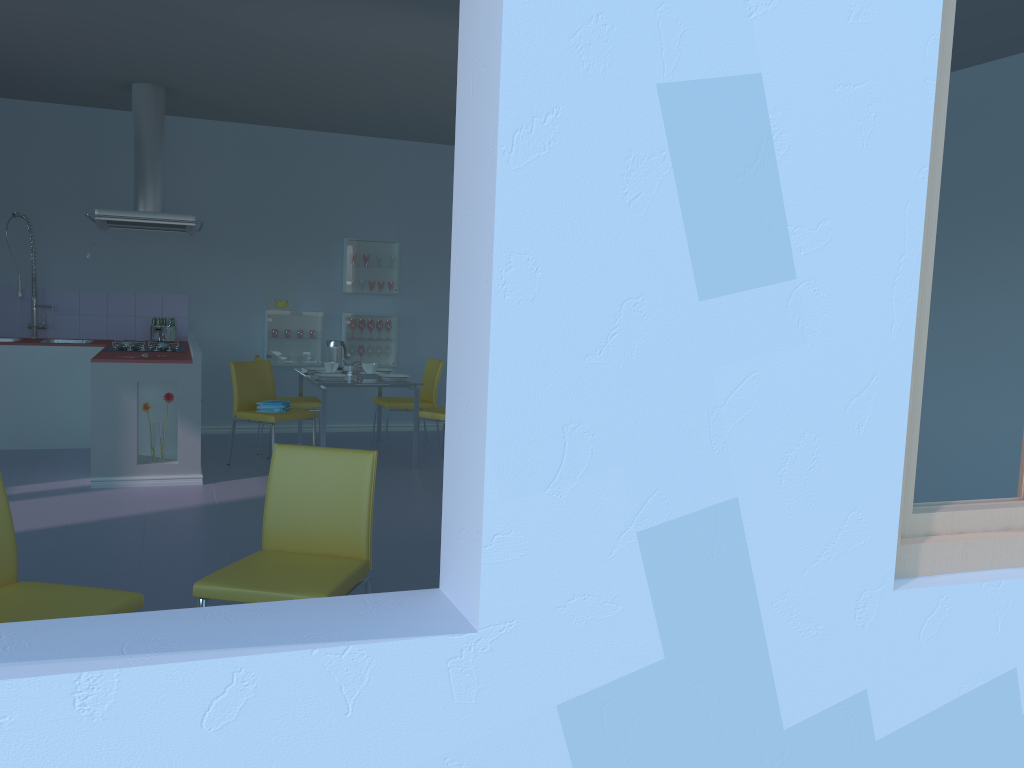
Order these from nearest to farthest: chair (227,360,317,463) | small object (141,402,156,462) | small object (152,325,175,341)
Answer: small object (141,402,156,462), chair (227,360,317,463), small object (152,325,175,341)

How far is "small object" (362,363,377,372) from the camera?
6.50m

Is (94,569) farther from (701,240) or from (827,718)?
(701,240)

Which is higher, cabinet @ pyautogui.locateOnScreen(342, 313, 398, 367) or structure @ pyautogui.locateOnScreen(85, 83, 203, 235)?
structure @ pyautogui.locateOnScreen(85, 83, 203, 235)

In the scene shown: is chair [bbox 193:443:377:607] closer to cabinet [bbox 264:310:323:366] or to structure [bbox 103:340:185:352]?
structure [bbox 103:340:185:352]

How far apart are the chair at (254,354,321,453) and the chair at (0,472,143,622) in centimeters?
406cm

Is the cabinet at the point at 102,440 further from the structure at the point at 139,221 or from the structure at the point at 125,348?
the structure at the point at 139,221

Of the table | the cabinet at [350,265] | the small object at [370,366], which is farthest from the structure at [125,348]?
the cabinet at [350,265]

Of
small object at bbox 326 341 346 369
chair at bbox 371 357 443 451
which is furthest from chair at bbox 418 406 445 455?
small object at bbox 326 341 346 369

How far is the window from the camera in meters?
1.6
